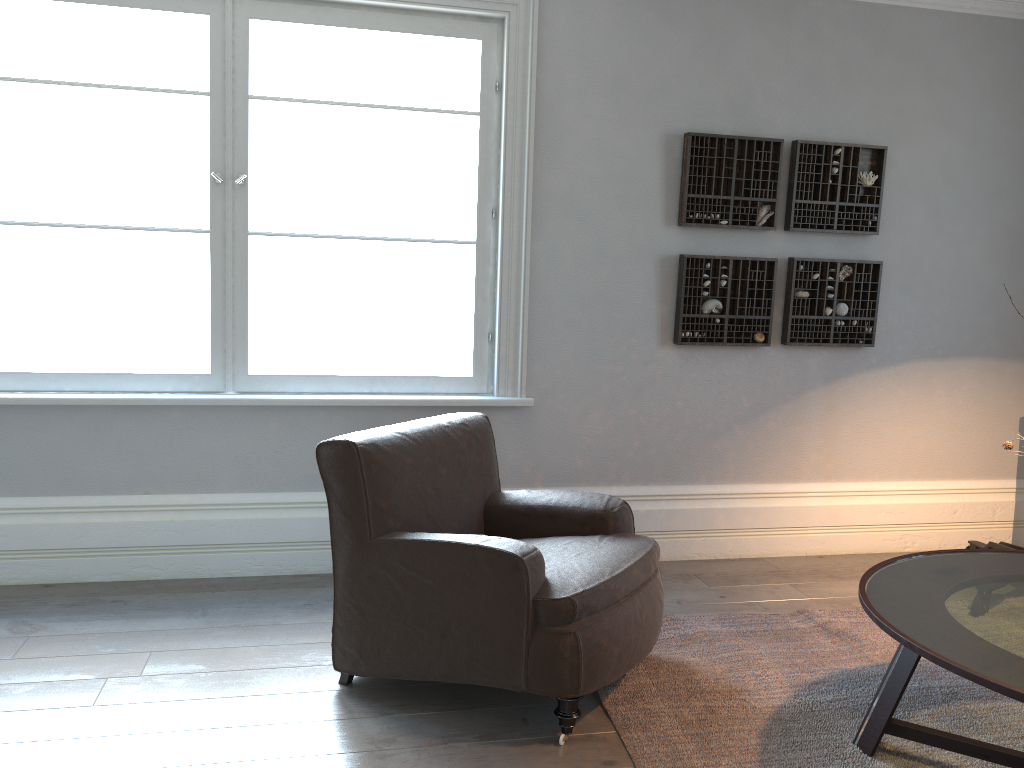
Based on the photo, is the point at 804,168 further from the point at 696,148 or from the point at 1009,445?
the point at 1009,445

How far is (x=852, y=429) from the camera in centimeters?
439cm

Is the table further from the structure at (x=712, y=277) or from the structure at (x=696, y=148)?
the structure at (x=696, y=148)

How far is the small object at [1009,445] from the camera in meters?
2.4 m

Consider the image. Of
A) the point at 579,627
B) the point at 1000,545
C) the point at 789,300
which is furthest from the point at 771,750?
the point at 789,300

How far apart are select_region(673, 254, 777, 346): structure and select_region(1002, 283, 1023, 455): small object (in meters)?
1.80

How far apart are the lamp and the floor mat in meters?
1.0 m

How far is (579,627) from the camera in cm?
243

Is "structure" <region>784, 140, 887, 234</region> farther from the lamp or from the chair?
the chair

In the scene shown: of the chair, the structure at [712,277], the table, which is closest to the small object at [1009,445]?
the table
